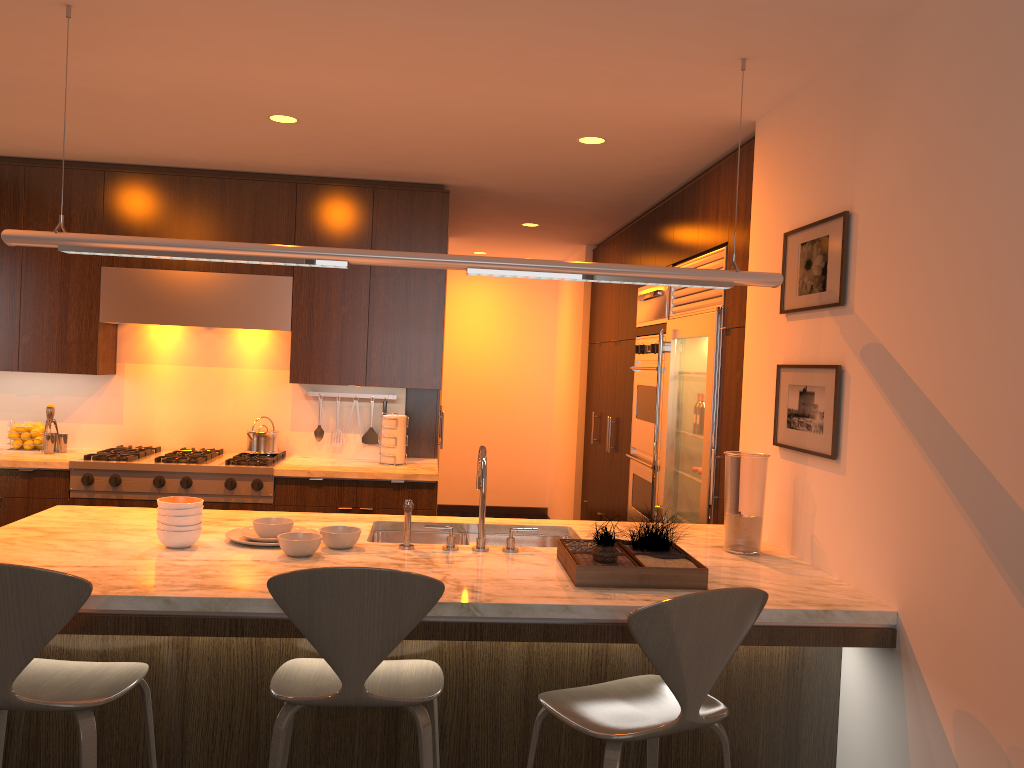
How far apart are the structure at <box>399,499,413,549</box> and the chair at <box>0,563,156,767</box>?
0.9 meters

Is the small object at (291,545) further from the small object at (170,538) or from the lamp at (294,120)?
the lamp at (294,120)

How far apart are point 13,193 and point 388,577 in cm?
416

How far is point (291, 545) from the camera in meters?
2.7 m

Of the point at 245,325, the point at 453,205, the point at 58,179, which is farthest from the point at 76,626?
the point at 453,205

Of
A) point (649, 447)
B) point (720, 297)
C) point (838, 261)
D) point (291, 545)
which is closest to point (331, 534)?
point (291, 545)

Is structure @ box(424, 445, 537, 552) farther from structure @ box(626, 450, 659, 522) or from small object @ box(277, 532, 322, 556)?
structure @ box(626, 450, 659, 522)

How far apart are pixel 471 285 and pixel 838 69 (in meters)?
6.35

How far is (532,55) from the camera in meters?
3.0 m

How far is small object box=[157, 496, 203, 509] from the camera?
2.7 meters
